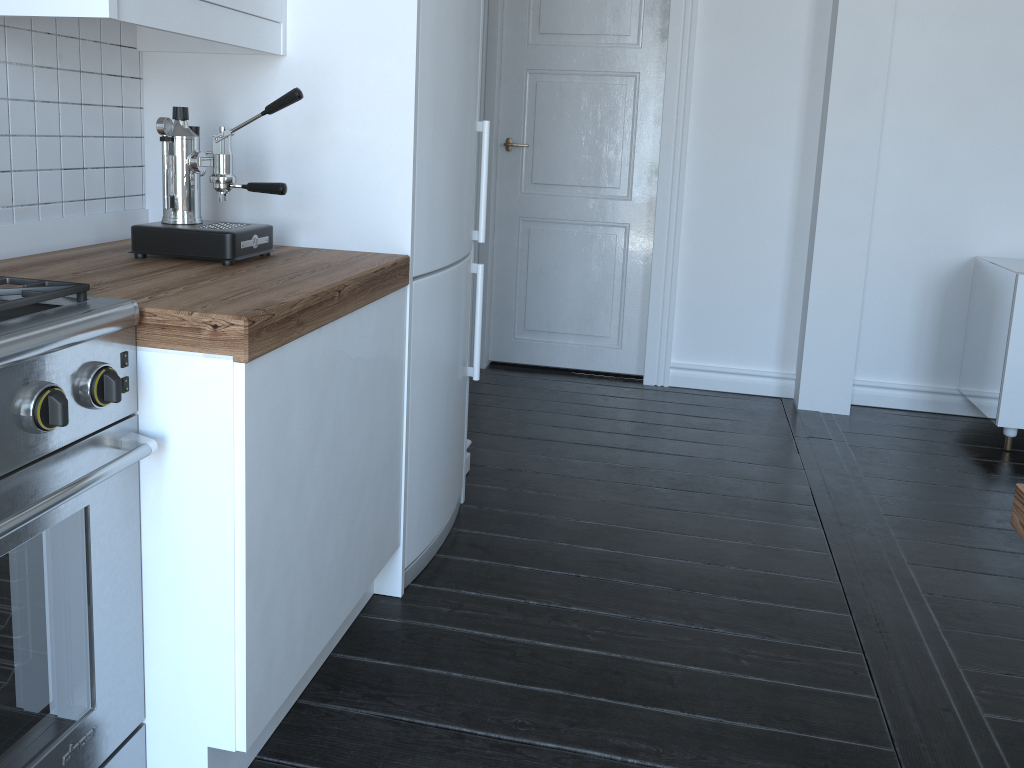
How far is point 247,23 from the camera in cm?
184

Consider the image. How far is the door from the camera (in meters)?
Result: 4.01

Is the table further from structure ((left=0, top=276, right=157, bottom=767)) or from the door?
the door

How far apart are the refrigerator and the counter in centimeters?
7cm

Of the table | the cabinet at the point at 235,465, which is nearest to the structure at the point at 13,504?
the cabinet at the point at 235,465

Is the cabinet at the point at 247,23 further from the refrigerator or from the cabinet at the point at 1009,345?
the cabinet at the point at 1009,345

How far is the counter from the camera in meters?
1.4

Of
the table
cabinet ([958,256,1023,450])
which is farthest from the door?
the table

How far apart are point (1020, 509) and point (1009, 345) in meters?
2.5

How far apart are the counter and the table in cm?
114
